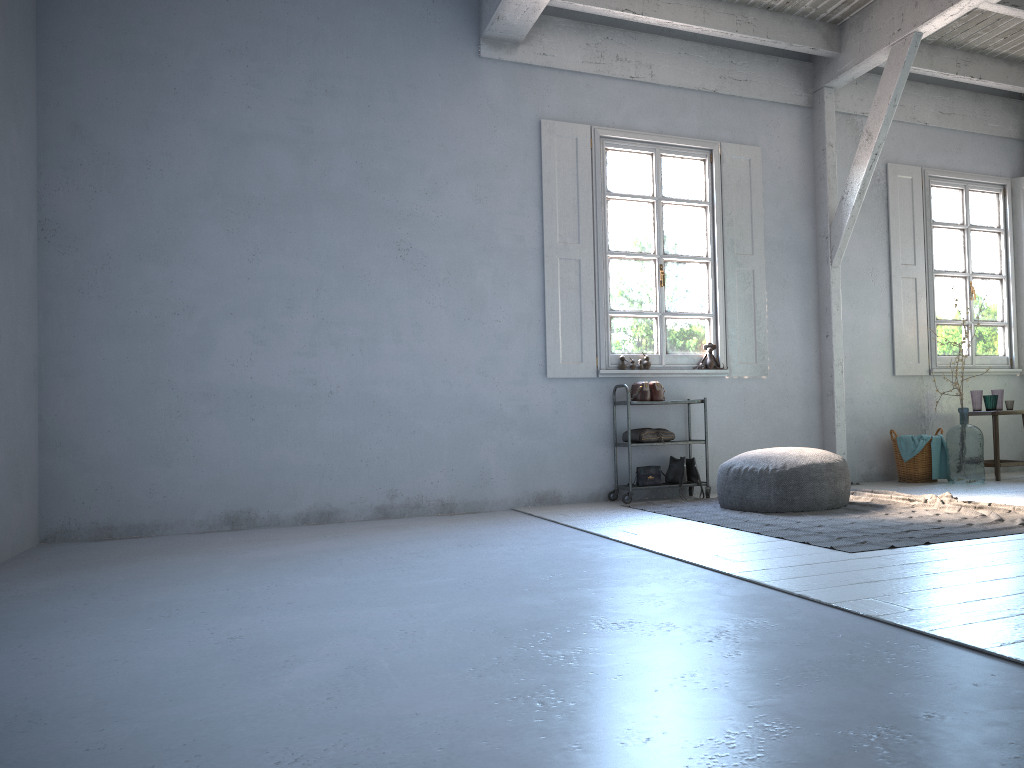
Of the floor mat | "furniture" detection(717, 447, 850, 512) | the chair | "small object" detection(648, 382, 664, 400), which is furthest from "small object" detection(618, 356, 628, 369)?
the chair

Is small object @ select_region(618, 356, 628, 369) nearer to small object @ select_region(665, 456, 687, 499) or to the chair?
small object @ select_region(665, 456, 687, 499)

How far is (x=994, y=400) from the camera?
8.28m

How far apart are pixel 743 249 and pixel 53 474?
6.04m

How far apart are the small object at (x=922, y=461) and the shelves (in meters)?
2.25

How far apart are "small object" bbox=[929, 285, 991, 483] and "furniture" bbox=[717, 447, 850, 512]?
2.2m

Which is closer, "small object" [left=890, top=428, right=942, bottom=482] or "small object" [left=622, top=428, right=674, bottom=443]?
"small object" [left=622, top=428, right=674, bottom=443]

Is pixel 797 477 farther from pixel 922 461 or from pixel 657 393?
pixel 922 461

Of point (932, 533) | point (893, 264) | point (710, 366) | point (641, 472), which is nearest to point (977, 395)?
point (893, 264)

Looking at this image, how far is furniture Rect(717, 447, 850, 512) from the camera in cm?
600
